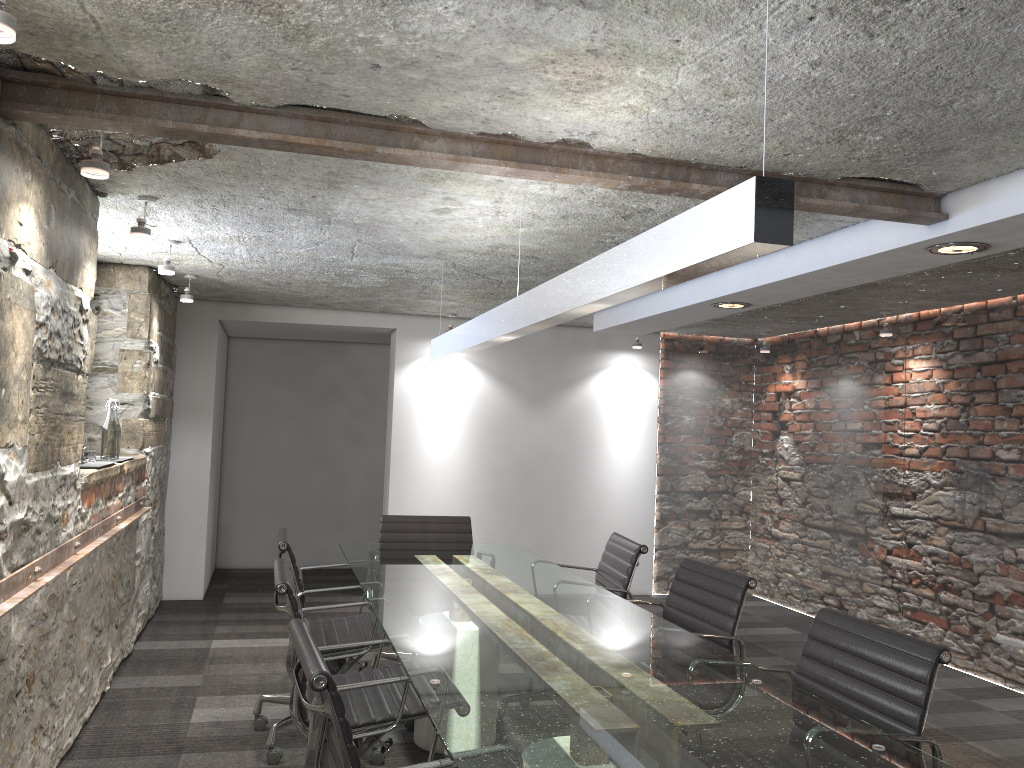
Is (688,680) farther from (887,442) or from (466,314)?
(466,314)

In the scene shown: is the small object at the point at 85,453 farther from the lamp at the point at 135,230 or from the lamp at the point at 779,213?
the lamp at the point at 779,213

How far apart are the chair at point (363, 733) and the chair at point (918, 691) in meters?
1.1

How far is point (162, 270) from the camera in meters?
4.2 m

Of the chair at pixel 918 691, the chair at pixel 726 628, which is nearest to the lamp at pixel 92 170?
the chair at pixel 726 628

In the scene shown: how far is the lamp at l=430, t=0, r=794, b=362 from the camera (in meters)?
1.49

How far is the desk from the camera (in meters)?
1.68

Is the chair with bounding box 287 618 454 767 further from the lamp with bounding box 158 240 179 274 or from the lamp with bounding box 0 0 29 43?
the lamp with bounding box 158 240 179 274

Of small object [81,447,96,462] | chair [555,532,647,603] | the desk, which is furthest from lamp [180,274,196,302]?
chair [555,532,647,603]

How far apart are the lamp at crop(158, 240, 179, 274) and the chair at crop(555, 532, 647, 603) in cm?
246
